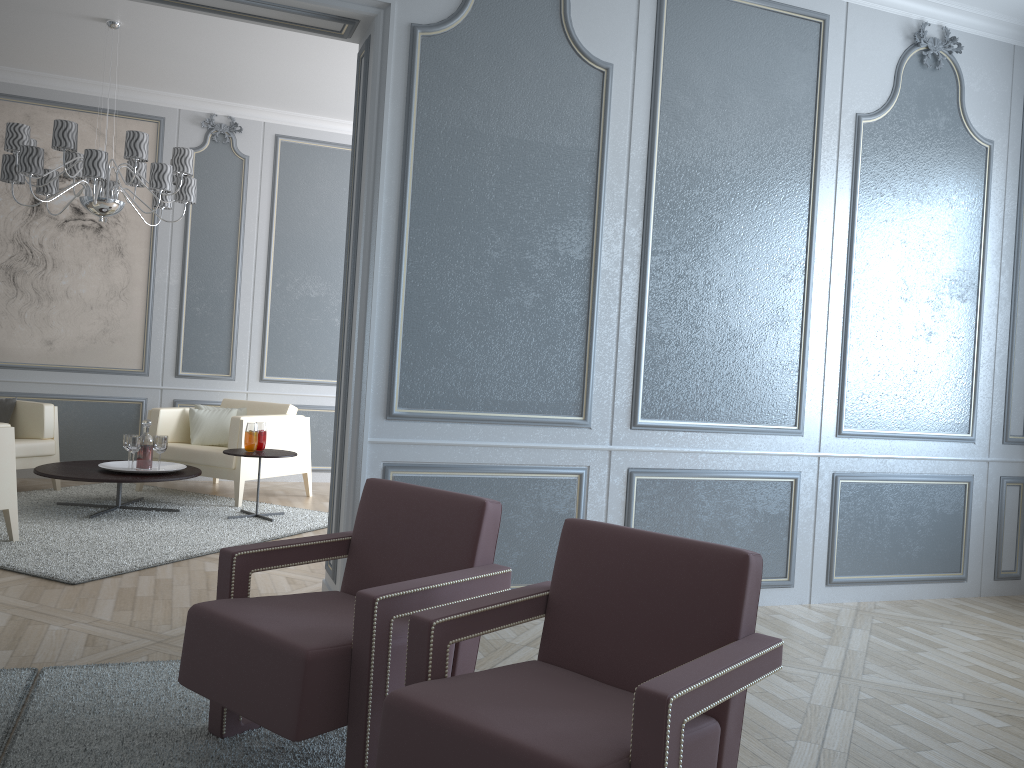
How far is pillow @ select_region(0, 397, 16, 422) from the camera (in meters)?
5.51

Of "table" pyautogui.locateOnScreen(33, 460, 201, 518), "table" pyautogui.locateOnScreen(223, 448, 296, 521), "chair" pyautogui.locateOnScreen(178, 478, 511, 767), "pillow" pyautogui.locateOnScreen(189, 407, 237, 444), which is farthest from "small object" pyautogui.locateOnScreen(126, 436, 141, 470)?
"chair" pyautogui.locateOnScreen(178, 478, 511, 767)

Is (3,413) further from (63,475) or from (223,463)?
(223,463)

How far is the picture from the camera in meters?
6.0

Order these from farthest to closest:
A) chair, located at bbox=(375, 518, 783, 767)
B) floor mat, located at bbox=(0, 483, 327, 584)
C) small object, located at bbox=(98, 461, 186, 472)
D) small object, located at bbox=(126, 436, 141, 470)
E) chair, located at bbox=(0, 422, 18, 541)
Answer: small object, located at bbox=(98, 461, 186, 472), small object, located at bbox=(126, 436, 141, 470), chair, located at bbox=(0, 422, 18, 541), floor mat, located at bbox=(0, 483, 327, 584), chair, located at bbox=(375, 518, 783, 767)

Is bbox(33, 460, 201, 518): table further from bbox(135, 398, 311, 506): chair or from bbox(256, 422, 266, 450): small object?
bbox(256, 422, 266, 450): small object

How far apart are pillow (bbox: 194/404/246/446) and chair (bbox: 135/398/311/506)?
0.0m

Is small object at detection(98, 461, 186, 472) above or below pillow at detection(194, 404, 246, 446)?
below

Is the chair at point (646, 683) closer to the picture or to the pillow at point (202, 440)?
the pillow at point (202, 440)

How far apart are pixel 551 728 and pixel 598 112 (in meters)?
2.60
